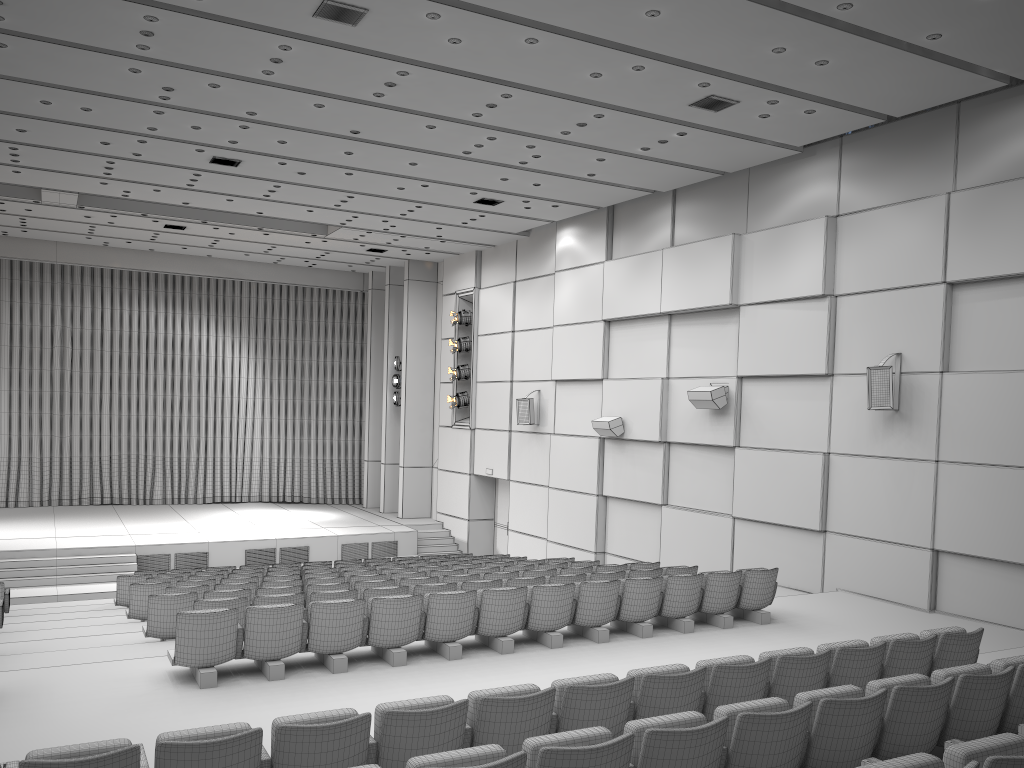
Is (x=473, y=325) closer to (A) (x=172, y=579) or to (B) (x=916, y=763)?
(A) (x=172, y=579)

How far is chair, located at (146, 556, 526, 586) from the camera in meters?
12.1 m

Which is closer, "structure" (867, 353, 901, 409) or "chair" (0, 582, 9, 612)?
"structure" (867, 353, 901, 409)

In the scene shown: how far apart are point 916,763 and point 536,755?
1.49m

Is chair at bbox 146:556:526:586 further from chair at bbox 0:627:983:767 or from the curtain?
the curtain

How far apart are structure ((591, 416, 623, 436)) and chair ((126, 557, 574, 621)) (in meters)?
5.12

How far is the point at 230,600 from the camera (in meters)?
8.24

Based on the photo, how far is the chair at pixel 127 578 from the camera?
12.9m

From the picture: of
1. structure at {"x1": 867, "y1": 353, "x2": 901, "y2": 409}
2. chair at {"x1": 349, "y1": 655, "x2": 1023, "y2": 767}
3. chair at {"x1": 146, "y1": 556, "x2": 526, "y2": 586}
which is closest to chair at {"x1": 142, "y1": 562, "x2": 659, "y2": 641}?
chair at {"x1": 146, "y1": 556, "x2": 526, "y2": 586}

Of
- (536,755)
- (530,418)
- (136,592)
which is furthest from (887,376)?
(136,592)
